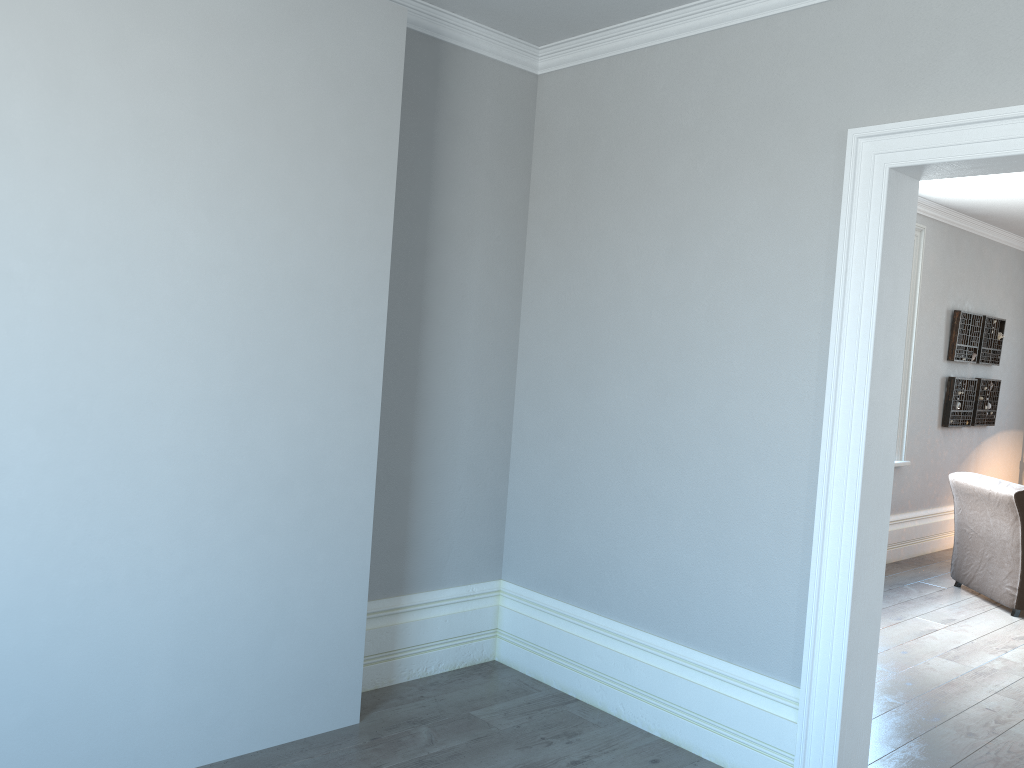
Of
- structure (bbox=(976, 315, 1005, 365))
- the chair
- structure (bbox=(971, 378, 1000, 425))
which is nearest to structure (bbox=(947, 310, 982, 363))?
structure (bbox=(976, 315, 1005, 365))

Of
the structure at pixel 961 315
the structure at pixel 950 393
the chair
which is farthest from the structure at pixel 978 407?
the chair

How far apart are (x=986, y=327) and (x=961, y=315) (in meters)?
0.57

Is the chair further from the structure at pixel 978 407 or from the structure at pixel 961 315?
the structure at pixel 978 407

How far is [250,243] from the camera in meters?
2.8 m

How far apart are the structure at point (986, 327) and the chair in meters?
1.9

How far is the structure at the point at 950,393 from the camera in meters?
7.2

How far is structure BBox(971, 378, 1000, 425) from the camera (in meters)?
7.60

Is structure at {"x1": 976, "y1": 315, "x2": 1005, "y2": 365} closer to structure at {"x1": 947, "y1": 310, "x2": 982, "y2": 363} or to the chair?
structure at {"x1": 947, "y1": 310, "x2": 982, "y2": 363}

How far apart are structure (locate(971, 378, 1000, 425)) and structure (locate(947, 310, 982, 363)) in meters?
0.2
